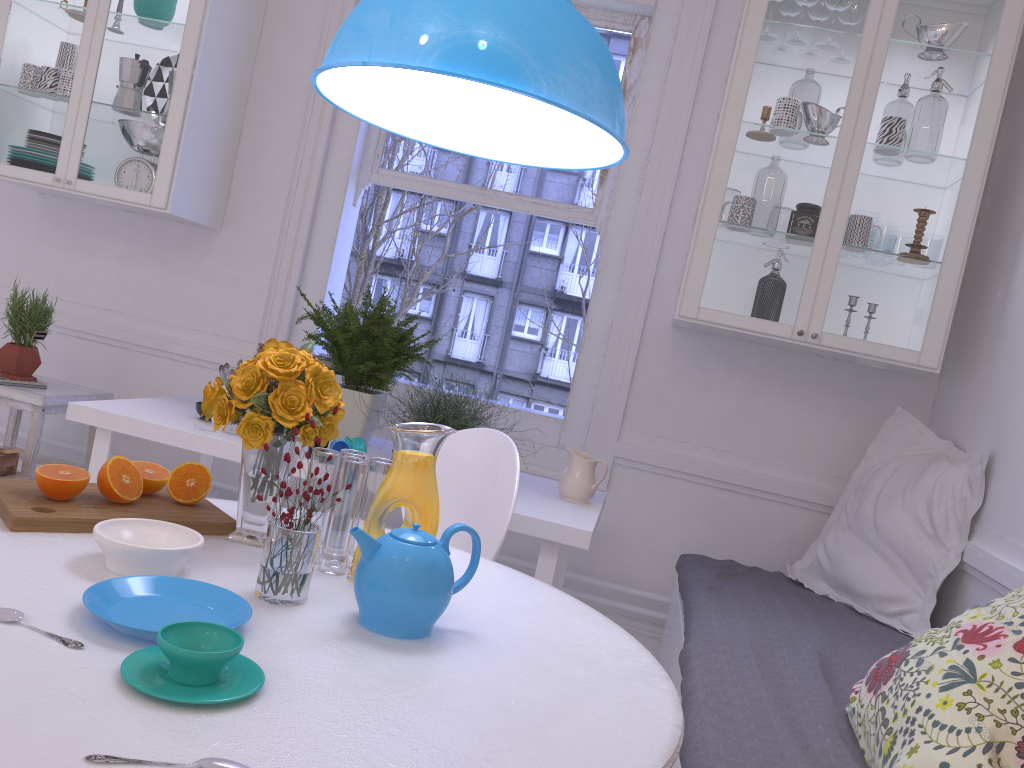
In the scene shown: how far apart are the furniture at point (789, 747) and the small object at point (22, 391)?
2.2 meters

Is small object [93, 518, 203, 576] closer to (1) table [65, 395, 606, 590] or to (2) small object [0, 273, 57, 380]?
(1) table [65, 395, 606, 590]

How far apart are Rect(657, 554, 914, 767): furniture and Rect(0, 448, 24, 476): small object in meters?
2.2 m

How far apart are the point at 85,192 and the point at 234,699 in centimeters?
277cm

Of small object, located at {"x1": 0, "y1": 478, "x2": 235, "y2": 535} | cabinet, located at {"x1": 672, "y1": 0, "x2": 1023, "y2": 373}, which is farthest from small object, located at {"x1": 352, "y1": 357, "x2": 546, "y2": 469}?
small object, located at {"x1": 0, "y1": 478, "x2": 235, "y2": 535}

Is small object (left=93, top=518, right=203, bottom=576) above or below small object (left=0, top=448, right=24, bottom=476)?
above

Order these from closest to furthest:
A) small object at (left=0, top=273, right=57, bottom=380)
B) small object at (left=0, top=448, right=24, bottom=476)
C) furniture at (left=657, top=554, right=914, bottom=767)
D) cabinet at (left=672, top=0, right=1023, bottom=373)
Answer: furniture at (left=657, top=554, right=914, bottom=767)
cabinet at (left=672, top=0, right=1023, bottom=373)
small object at (left=0, top=448, right=24, bottom=476)
small object at (left=0, top=273, right=57, bottom=380)

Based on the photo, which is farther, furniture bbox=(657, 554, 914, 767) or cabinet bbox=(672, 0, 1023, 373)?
cabinet bbox=(672, 0, 1023, 373)

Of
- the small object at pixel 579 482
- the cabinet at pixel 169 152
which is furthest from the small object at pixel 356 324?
the cabinet at pixel 169 152

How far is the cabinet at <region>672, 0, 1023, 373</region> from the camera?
2.71m
